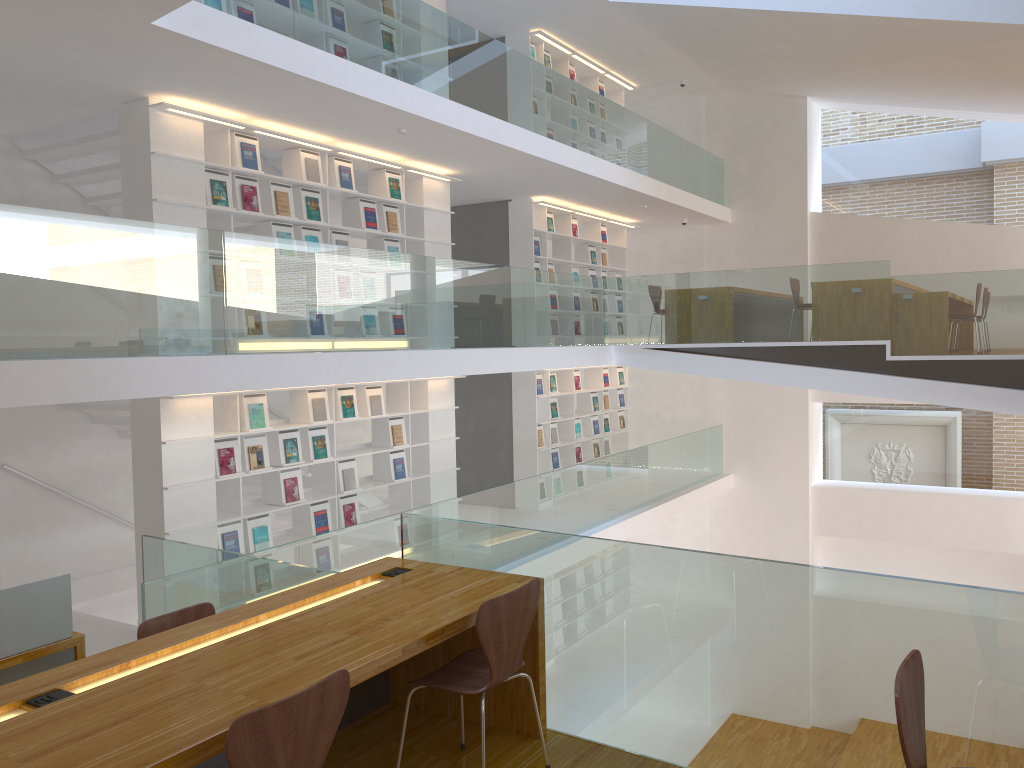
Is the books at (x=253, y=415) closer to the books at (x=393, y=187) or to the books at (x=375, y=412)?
the books at (x=375, y=412)

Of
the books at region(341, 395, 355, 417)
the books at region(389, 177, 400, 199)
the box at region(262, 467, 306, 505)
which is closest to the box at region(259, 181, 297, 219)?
the books at region(389, 177, 400, 199)

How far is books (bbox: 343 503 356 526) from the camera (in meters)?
8.05

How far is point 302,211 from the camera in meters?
7.6

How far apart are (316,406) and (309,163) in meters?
2.1 m

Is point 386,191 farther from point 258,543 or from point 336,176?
point 258,543

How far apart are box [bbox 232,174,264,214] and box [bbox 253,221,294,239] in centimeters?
35cm

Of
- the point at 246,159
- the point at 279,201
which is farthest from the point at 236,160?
the point at 279,201

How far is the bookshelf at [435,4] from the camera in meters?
9.2 m

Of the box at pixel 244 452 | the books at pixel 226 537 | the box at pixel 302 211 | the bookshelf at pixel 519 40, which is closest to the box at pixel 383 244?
the box at pixel 302 211
